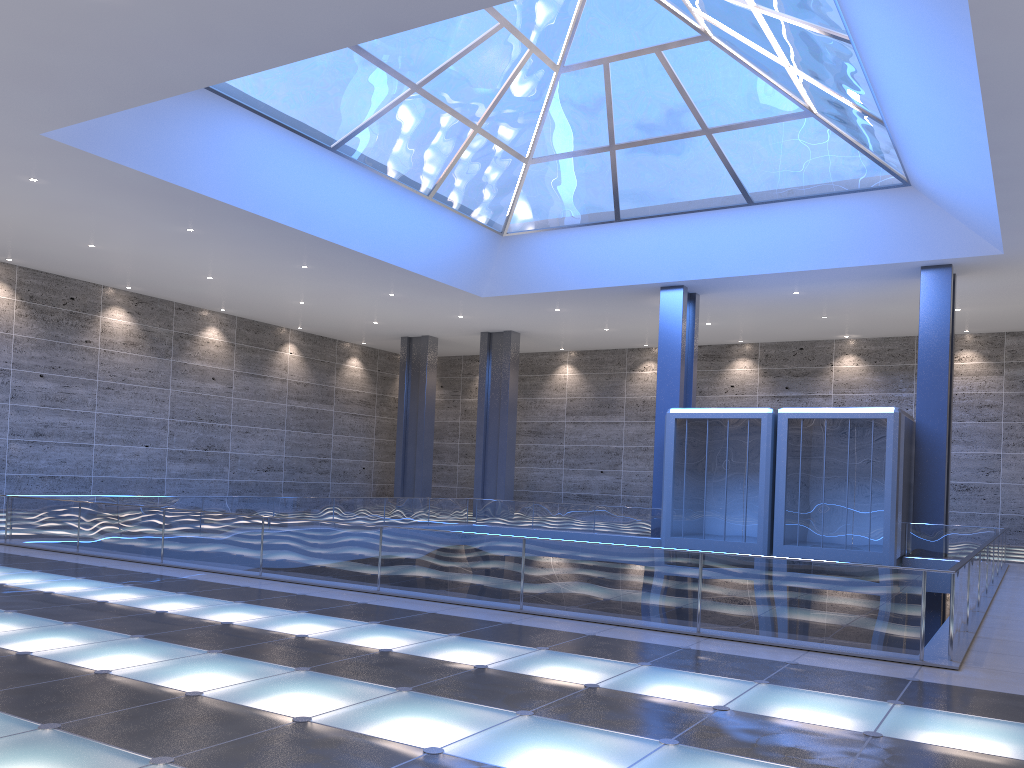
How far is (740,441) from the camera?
28.80m
